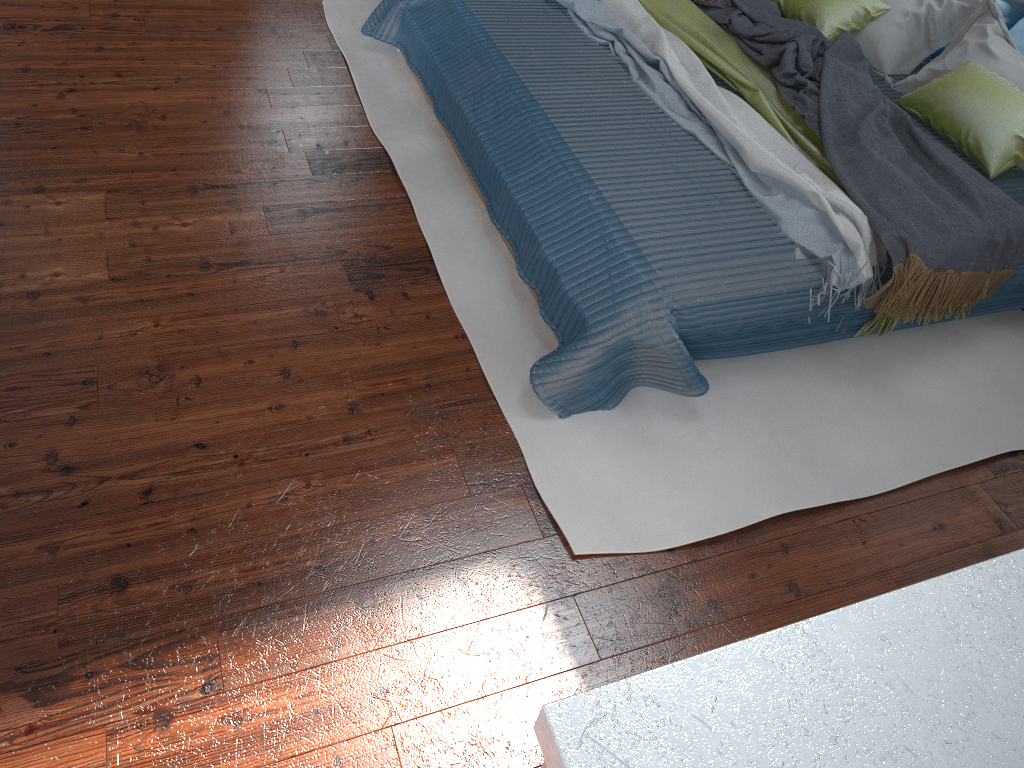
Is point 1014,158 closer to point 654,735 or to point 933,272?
point 933,272

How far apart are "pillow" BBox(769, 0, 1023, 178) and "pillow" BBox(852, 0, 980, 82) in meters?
0.0 m

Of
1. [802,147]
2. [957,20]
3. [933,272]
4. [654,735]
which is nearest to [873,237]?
[933,272]

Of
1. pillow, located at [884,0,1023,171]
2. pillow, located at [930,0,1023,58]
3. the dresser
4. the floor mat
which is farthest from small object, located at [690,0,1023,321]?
the dresser

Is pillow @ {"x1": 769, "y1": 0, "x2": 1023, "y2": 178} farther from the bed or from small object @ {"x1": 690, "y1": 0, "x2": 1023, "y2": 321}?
small object @ {"x1": 690, "y1": 0, "x2": 1023, "y2": 321}

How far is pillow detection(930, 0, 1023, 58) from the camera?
3.3 meters

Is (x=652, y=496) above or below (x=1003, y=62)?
below

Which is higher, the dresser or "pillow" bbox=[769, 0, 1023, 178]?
the dresser

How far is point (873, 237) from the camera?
2.2 meters

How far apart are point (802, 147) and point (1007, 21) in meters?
1.4 m
